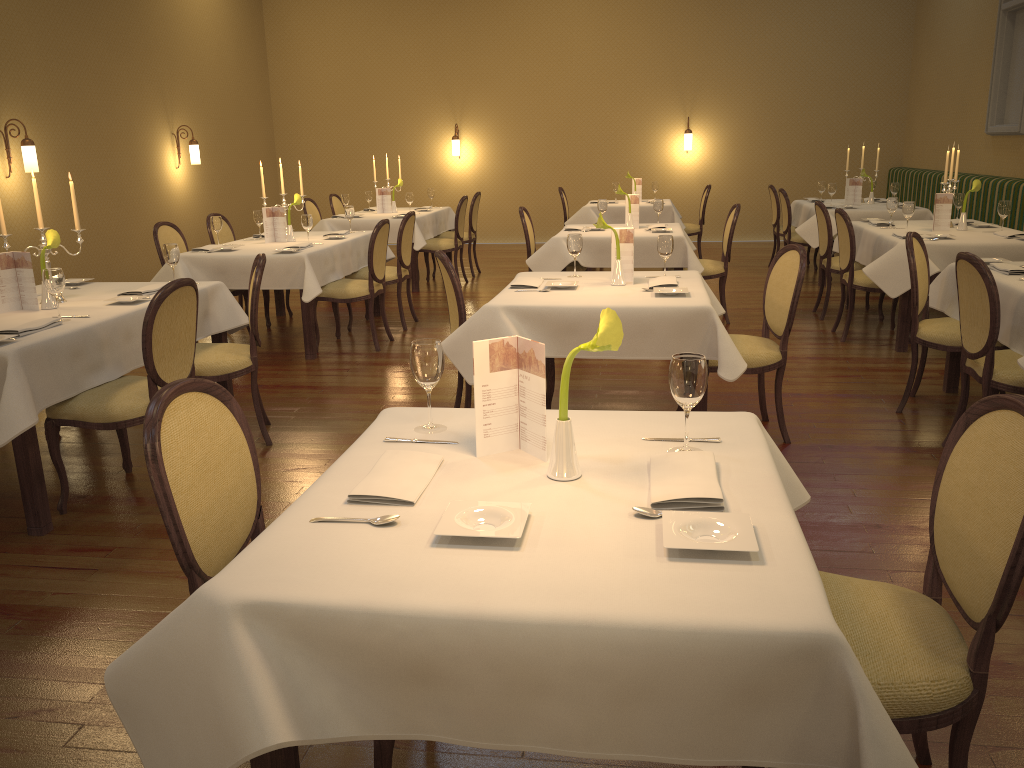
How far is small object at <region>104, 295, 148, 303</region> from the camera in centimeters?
426cm

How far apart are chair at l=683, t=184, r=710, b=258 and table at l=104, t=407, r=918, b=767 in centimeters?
843cm

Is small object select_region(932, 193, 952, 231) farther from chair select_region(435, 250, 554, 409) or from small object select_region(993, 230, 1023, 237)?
chair select_region(435, 250, 554, 409)

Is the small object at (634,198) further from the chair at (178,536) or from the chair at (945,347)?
the chair at (178,536)

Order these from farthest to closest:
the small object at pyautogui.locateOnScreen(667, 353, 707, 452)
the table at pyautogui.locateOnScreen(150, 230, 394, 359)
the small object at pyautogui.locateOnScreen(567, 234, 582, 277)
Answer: the table at pyautogui.locateOnScreen(150, 230, 394, 359), the small object at pyautogui.locateOnScreen(567, 234, 582, 277), the small object at pyautogui.locateOnScreen(667, 353, 707, 452)

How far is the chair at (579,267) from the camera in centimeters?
731cm

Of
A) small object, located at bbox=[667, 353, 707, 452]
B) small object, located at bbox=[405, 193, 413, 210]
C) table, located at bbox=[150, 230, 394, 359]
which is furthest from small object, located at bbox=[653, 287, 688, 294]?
small object, located at bbox=[405, 193, 413, 210]

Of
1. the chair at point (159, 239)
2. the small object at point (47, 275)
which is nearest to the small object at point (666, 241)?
the small object at point (47, 275)

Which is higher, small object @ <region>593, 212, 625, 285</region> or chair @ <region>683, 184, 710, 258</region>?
small object @ <region>593, 212, 625, 285</region>

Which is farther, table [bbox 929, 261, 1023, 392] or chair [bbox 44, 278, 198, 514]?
table [bbox 929, 261, 1023, 392]
